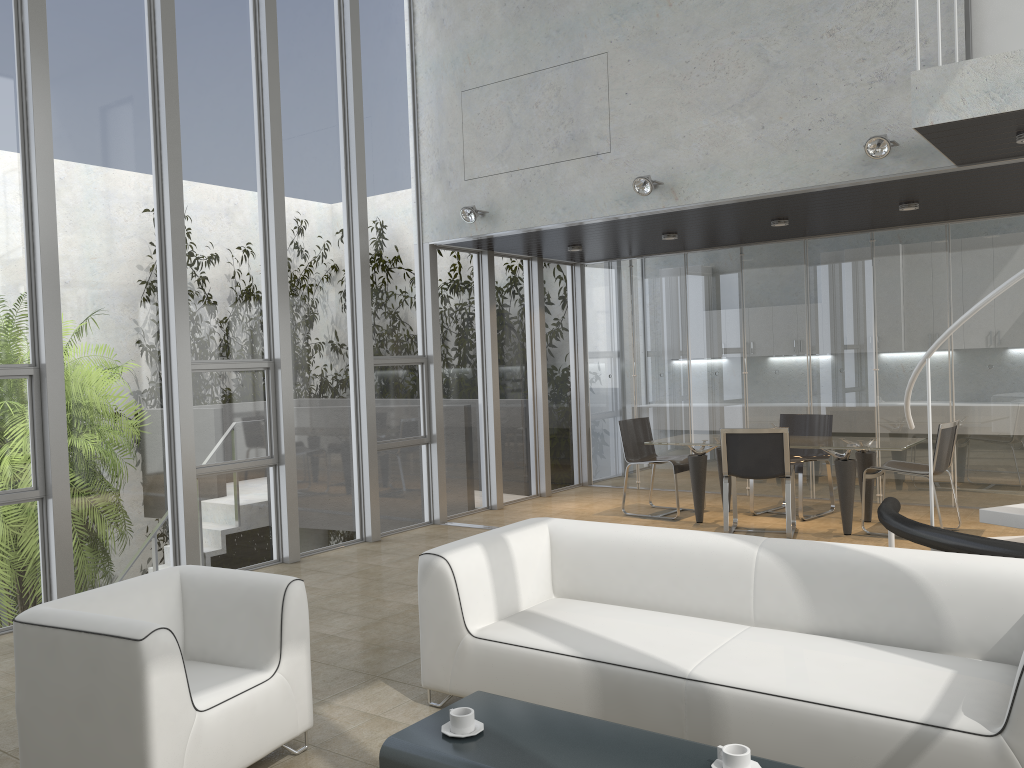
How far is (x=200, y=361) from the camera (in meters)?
6.52

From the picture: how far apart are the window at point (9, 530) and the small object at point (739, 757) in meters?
4.7 m

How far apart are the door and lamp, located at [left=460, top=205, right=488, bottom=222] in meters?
4.0 m

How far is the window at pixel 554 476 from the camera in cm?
1033

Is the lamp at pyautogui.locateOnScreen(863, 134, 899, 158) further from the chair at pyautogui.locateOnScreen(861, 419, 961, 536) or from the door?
the chair at pyautogui.locateOnScreen(861, 419, 961, 536)

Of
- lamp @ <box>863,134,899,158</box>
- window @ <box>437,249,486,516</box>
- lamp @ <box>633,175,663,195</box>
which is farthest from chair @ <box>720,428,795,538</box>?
window @ <box>437,249,486,516</box>

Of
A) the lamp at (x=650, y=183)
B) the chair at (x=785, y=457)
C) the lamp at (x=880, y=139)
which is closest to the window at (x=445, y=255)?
the lamp at (x=650, y=183)

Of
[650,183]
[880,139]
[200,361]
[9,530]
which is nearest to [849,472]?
[880,139]

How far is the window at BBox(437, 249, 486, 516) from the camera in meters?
8.8 m

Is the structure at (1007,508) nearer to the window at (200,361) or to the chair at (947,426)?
the chair at (947,426)
